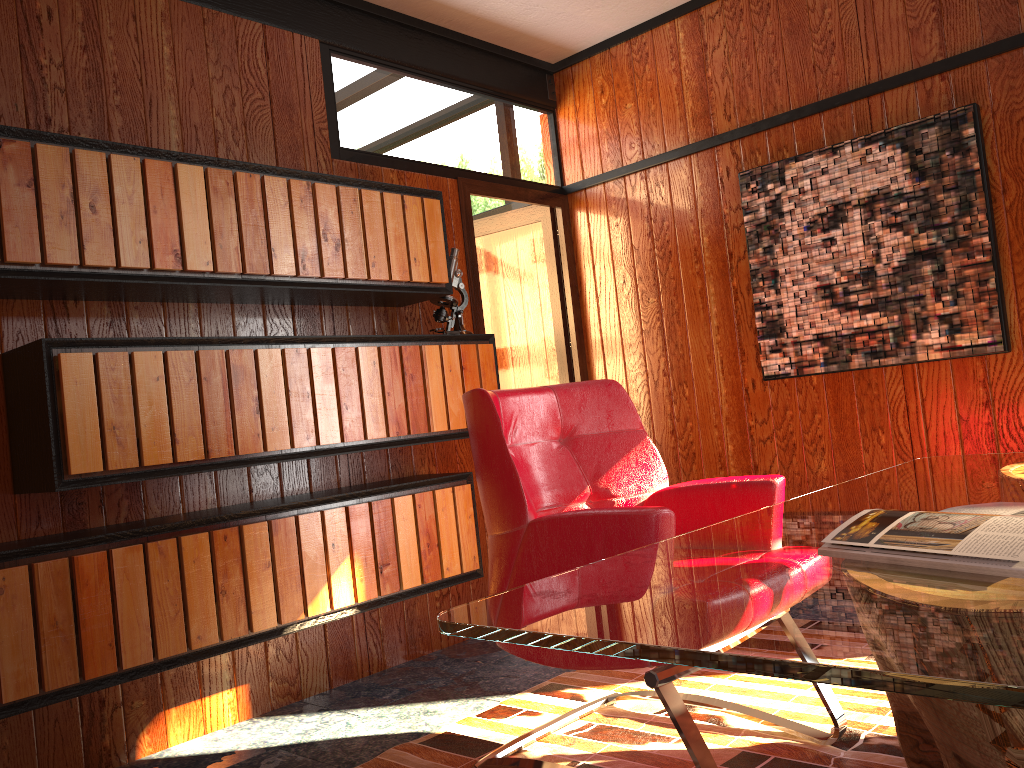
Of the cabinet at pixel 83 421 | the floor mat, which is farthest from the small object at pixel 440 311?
the floor mat

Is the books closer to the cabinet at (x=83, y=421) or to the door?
the cabinet at (x=83, y=421)

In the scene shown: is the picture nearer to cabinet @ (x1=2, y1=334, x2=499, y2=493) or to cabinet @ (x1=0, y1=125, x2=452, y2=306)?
cabinet @ (x1=2, y1=334, x2=499, y2=493)

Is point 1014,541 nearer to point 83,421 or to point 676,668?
point 676,668

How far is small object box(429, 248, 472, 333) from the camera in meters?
3.4

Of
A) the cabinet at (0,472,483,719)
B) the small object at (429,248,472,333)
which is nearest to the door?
the small object at (429,248,472,333)

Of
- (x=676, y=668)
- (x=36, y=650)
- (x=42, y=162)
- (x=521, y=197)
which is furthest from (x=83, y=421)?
(x=521, y=197)

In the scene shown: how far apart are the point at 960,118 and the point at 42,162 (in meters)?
2.90

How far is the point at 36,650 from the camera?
2.17m

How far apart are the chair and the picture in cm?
129
